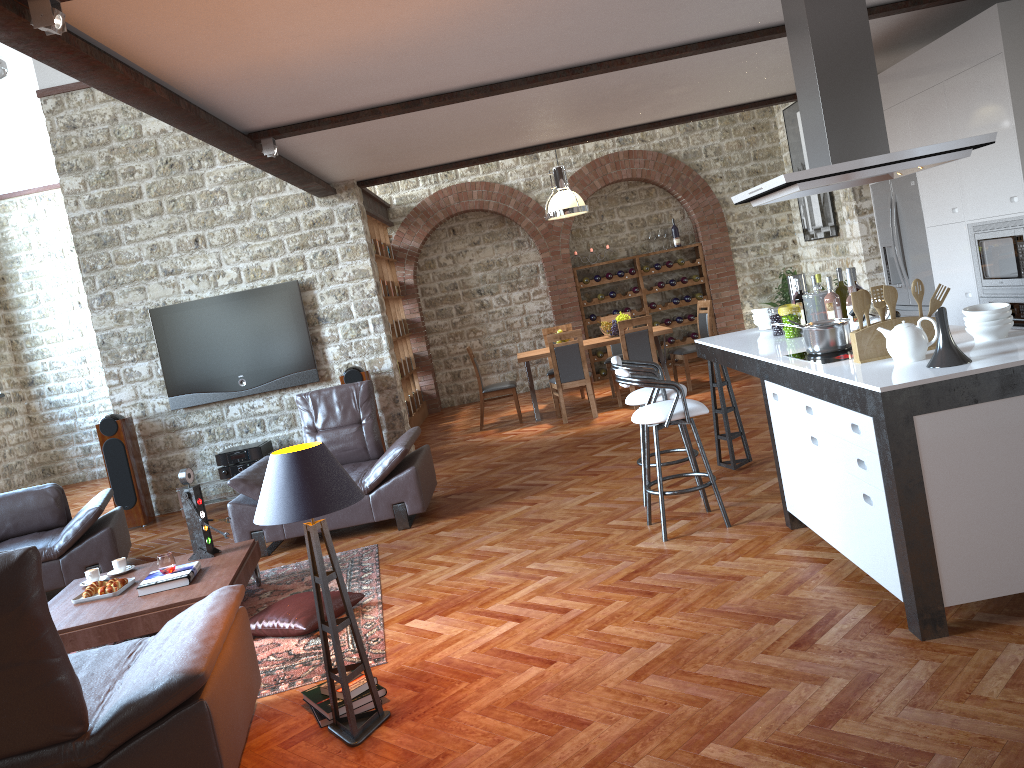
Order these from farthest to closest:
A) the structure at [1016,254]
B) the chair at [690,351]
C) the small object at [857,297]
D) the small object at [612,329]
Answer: the small object at [612,329] → the chair at [690,351] → the structure at [1016,254] → the small object at [857,297]

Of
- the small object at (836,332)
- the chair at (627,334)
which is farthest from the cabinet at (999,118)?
the chair at (627,334)

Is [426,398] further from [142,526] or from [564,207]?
[142,526]

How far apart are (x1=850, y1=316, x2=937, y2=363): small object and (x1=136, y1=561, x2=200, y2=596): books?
3.6m

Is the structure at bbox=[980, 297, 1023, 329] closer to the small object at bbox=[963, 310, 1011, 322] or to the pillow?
the small object at bbox=[963, 310, 1011, 322]

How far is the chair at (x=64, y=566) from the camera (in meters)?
6.26

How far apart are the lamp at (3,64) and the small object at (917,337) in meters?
7.0

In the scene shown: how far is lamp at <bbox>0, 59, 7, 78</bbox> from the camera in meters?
7.1 m

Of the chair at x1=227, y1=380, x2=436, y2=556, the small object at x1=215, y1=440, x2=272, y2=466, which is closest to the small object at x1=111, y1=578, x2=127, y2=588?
the chair at x1=227, y1=380, x2=436, y2=556

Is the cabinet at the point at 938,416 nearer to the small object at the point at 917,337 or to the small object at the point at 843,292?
the small object at the point at 917,337
